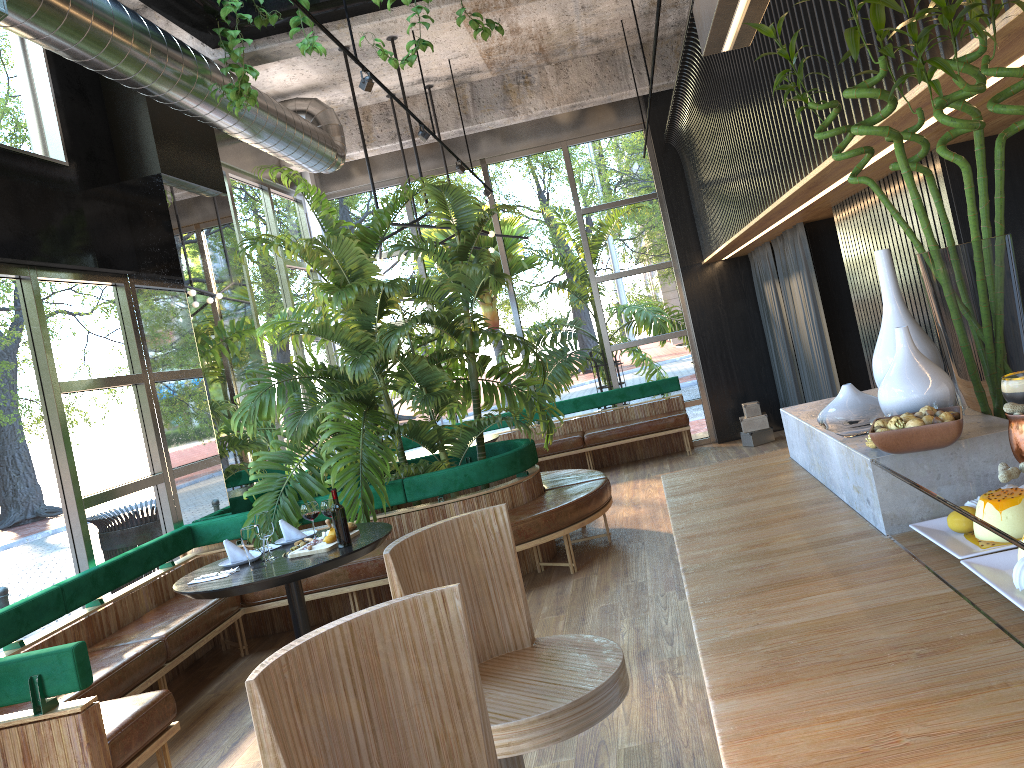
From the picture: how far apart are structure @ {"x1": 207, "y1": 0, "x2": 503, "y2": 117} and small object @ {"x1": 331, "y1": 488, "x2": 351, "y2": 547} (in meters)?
2.49

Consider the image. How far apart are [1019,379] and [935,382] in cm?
37

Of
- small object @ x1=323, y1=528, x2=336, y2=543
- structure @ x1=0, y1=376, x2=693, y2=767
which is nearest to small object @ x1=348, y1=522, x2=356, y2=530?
small object @ x1=323, y1=528, x2=336, y2=543

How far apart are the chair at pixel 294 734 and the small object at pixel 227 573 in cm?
313

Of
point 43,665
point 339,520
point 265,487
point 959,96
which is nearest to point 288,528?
point 265,487

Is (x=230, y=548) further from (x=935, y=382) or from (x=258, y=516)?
(x=935, y=382)

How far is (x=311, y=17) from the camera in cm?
409

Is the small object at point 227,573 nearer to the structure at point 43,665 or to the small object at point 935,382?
the structure at point 43,665

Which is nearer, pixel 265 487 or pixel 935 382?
pixel 935 382

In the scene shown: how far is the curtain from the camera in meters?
6.9
